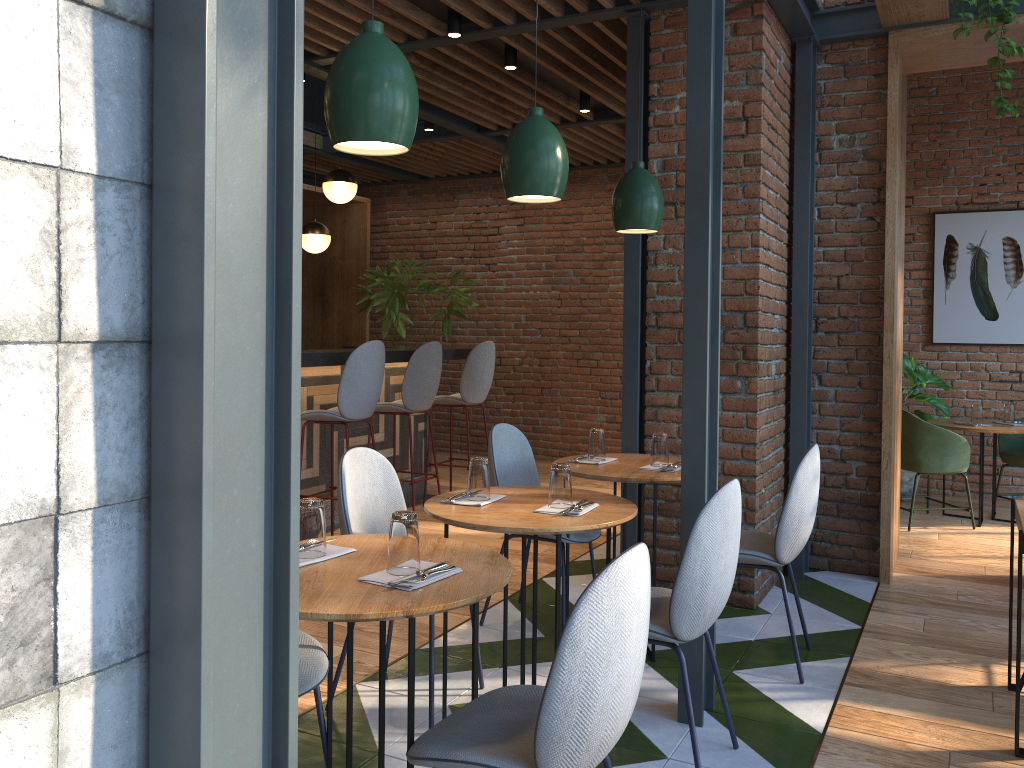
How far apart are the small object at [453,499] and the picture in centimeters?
558cm

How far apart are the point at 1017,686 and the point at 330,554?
2.2 meters

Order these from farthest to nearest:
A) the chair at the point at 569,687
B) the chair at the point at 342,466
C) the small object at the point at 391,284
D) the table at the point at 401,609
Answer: the small object at the point at 391,284
the chair at the point at 342,466
the table at the point at 401,609
the chair at the point at 569,687

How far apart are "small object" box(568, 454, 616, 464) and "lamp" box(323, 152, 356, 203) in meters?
3.7

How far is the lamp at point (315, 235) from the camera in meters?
7.3

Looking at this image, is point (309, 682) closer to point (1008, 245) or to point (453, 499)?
point (453, 499)

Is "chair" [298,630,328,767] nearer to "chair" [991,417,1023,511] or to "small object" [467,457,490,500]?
"small object" [467,457,490,500]

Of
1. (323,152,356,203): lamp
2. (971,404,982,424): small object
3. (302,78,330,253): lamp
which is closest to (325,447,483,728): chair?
(323,152,356,203): lamp

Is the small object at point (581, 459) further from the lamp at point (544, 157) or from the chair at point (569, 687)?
the chair at point (569, 687)

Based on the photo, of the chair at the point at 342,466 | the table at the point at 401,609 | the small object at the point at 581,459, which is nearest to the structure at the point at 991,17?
the small object at the point at 581,459
